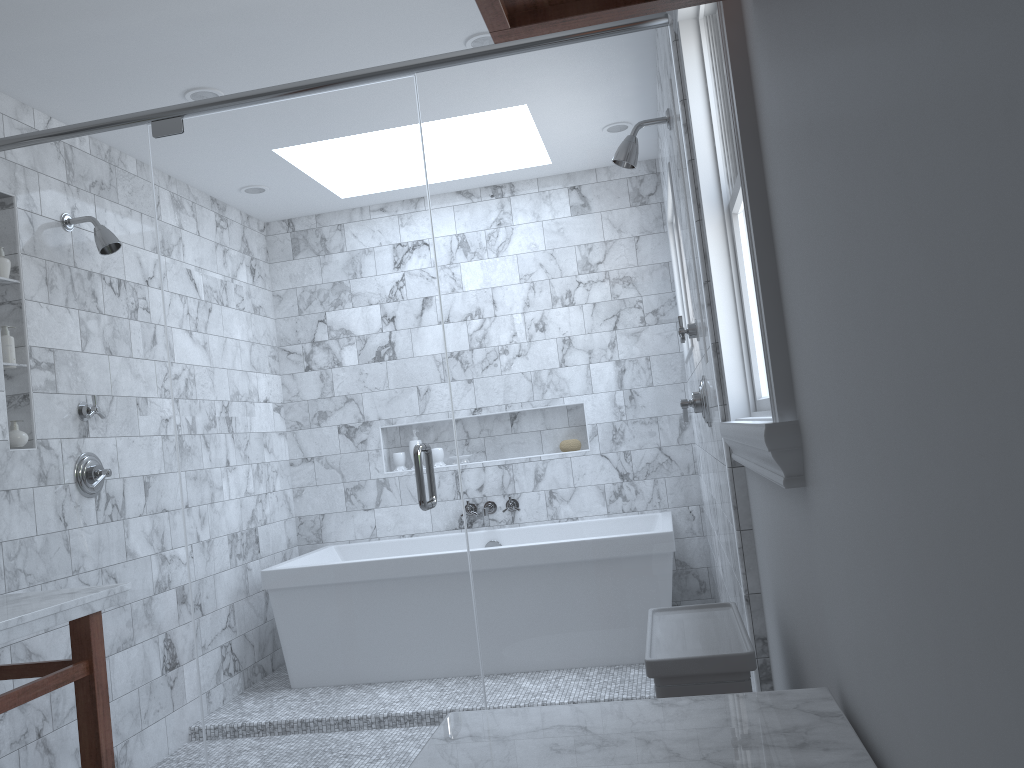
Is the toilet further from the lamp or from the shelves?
the lamp

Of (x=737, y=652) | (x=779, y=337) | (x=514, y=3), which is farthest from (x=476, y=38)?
(x=737, y=652)

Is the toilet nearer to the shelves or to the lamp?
the shelves

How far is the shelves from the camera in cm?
119

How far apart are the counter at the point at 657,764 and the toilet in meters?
0.4

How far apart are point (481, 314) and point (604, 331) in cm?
97

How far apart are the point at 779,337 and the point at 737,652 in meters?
0.6

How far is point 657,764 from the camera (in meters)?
1.01

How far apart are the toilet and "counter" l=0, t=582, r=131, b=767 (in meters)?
1.44

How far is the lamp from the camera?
3.1 meters
